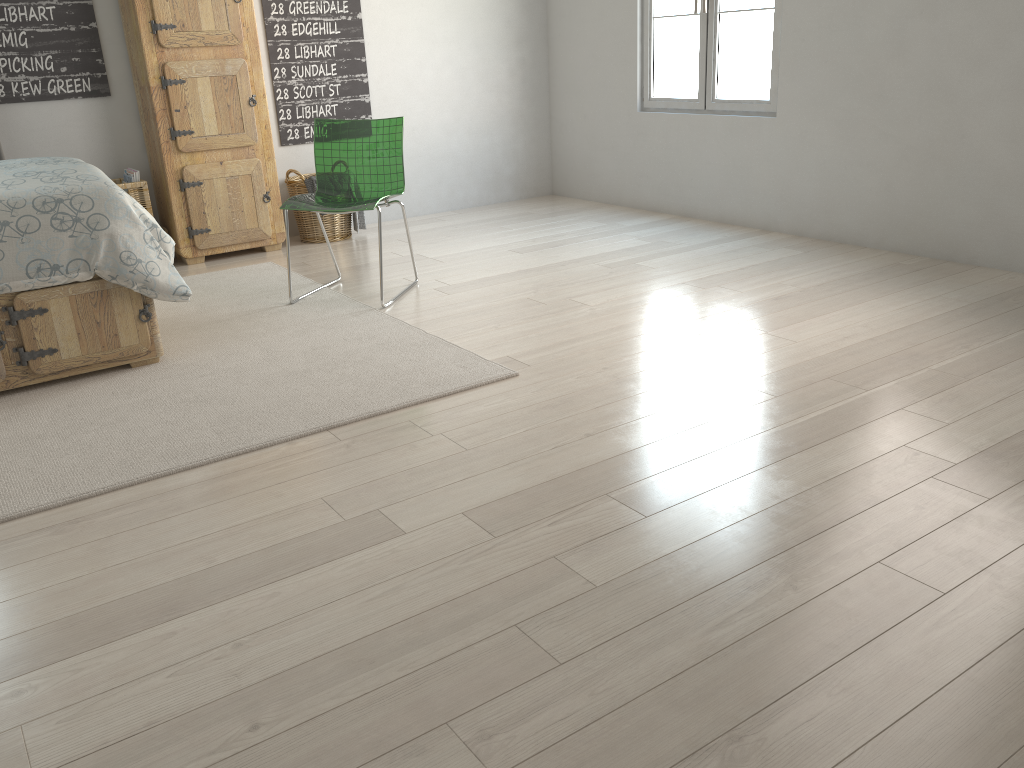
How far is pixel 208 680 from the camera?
1.6 meters

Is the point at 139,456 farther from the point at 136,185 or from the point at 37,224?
the point at 136,185

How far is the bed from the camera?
2.8m

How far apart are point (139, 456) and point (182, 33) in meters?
2.8

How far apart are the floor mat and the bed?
0.0m

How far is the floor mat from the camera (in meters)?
2.43

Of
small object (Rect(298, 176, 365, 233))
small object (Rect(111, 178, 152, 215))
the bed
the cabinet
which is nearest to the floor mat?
the bed

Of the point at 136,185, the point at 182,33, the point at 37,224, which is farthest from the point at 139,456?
the point at 182,33

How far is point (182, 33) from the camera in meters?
4.4 m

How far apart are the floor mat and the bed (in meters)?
0.03
